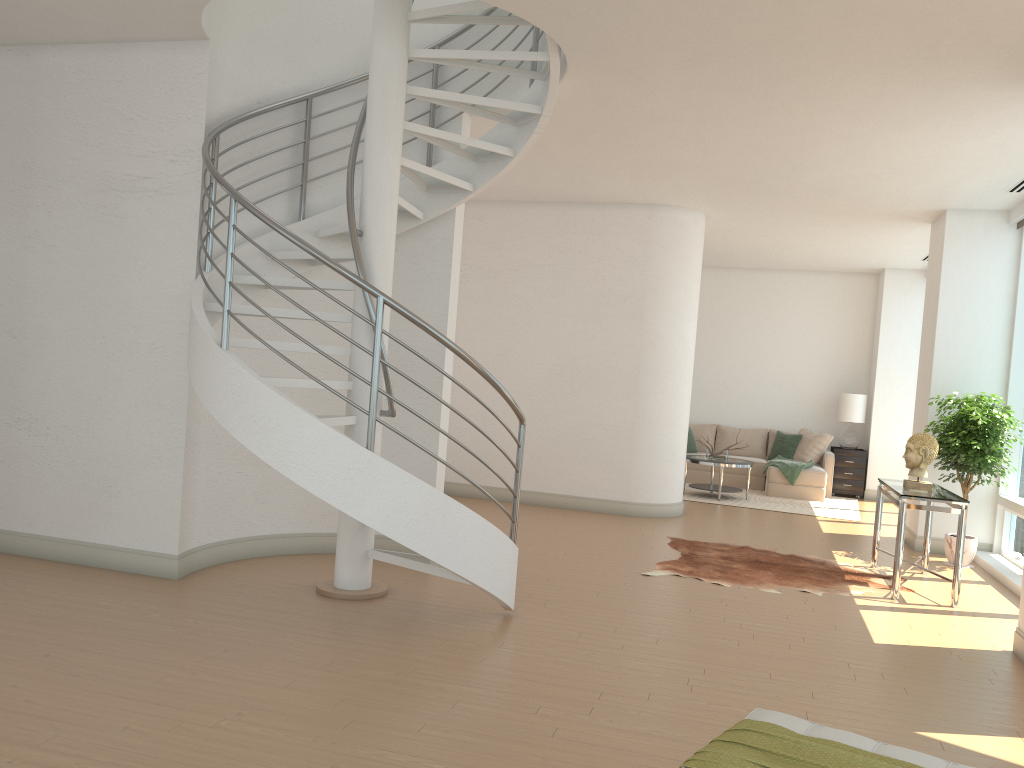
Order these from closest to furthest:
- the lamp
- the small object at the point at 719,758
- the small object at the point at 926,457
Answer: the small object at the point at 719,758
the small object at the point at 926,457
the lamp

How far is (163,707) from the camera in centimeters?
359cm

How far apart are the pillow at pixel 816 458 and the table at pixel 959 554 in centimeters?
526cm

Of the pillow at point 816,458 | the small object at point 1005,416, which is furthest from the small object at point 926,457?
the pillow at point 816,458

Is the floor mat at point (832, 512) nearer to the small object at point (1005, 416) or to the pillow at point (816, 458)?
the pillow at point (816, 458)

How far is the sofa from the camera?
12.2 meters

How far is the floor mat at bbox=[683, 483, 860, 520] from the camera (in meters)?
11.17

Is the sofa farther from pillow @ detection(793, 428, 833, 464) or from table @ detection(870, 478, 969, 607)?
table @ detection(870, 478, 969, 607)

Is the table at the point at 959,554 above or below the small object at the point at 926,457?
below

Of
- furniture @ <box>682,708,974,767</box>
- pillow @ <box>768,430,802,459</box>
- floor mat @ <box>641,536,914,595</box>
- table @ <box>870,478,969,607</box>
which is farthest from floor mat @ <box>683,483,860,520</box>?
furniture @ <box>682,708,974,767</box>
